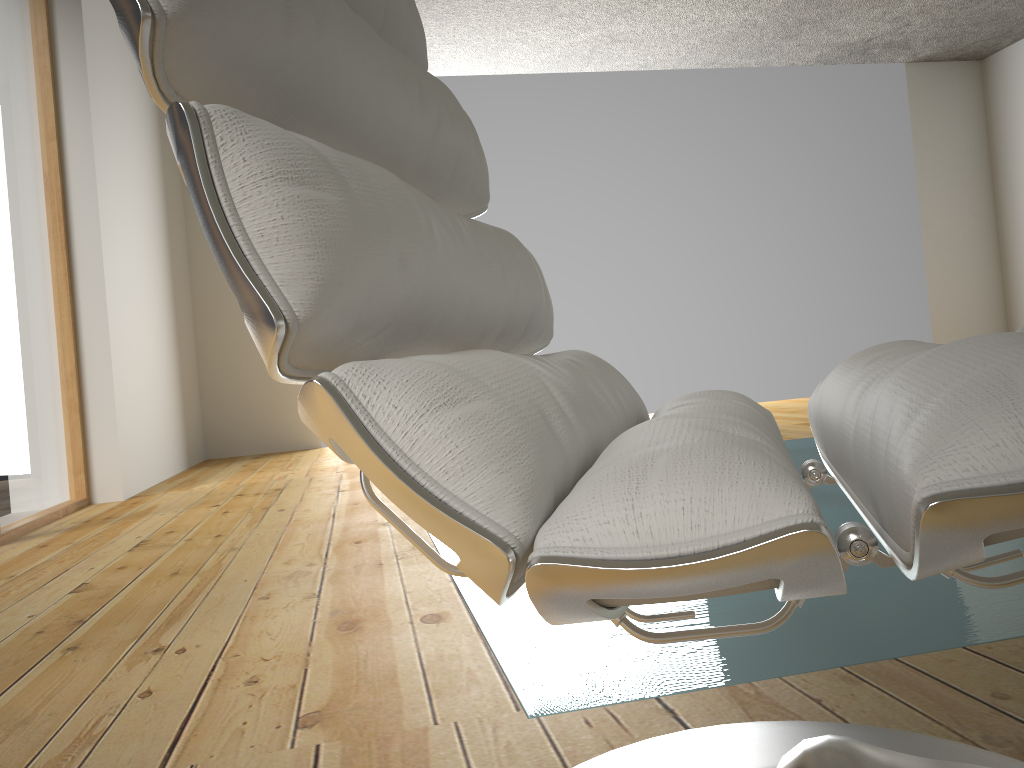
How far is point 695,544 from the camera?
0.4m

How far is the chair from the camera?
0.35m

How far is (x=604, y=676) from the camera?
1.1 meters

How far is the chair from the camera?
0.35m
